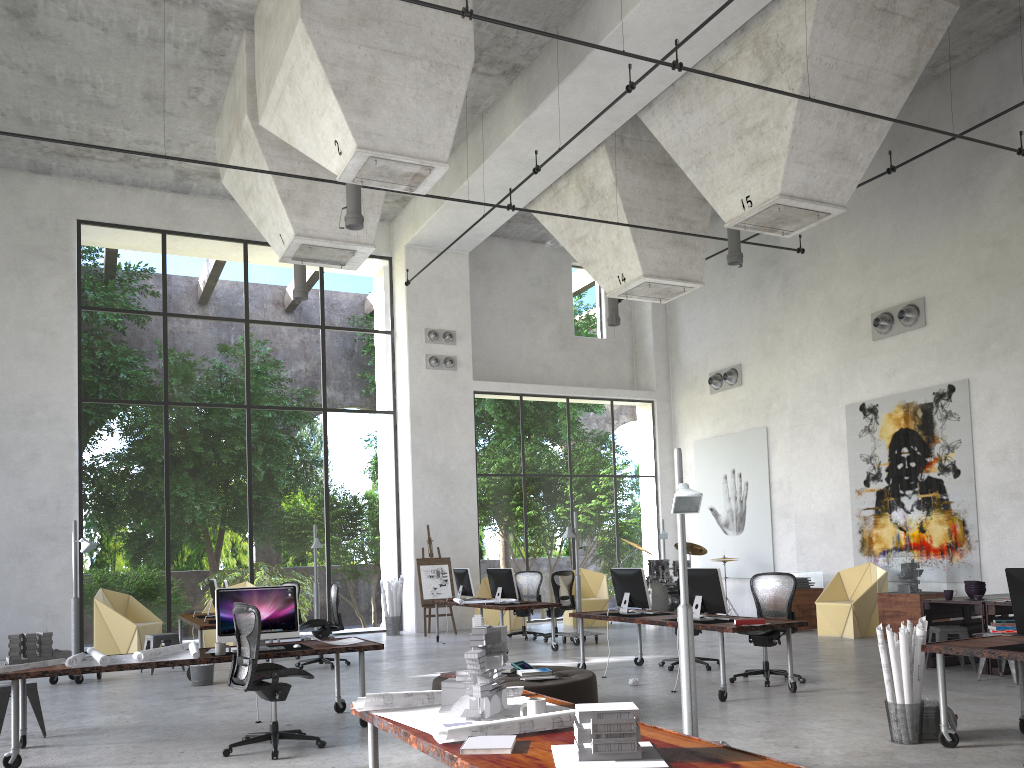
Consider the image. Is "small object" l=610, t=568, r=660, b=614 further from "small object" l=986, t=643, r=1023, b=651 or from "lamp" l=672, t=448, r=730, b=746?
"small object" l=986, t=643, r=1023, b=651

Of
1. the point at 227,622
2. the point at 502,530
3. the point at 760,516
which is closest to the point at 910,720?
the point at 227,622

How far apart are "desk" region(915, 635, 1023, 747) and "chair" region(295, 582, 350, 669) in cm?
788

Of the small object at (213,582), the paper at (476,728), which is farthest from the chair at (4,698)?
the small object at (213,582)

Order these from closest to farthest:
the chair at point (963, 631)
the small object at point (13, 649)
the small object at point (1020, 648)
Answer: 1. the small object at point (1020, 648)
2. the small object at point (13, 649)
3. the chair at point (963, 631)

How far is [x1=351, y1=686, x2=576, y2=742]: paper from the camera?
3.51m

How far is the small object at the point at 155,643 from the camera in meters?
11.9 m

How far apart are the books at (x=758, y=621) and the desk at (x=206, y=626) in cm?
641

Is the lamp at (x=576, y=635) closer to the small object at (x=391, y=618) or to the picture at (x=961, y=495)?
the small object at (x=391, y=618)

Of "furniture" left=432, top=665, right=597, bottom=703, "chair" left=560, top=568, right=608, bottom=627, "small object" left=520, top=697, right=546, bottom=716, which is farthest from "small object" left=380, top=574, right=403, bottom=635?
"small object" left=520, top=697, right=546, bottom=716
